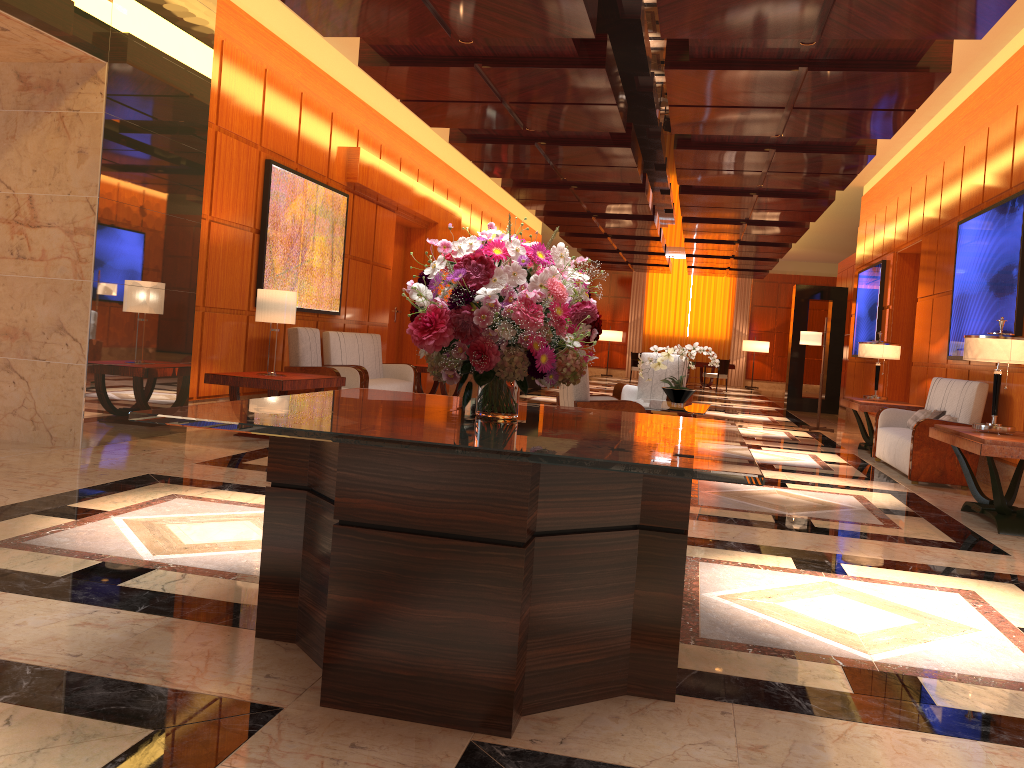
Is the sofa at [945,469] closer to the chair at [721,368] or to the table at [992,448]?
the table at [992,448]

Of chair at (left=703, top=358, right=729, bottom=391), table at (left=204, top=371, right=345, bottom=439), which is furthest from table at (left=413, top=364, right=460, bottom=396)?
chair at (left=703, top=358, right=729, bottom=391)

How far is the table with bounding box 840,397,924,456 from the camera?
9.6m

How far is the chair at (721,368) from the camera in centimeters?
2355cm

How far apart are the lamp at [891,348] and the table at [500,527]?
7.5m

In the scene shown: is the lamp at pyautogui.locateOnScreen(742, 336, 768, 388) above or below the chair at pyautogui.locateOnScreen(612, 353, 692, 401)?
above

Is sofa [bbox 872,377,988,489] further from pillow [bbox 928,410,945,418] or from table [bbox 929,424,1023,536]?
table [bbox 929,424,1023,536]

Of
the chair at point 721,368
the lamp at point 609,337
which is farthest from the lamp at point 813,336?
the lamp at point 609,337

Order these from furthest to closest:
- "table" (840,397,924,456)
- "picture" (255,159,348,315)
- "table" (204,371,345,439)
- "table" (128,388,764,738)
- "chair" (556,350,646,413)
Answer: "table" (840,397,924,456), "picture" (255,159,348,315), "table" (204,371,345,439), "chair" (556,350,646,413), "table" (128,388,764,738)

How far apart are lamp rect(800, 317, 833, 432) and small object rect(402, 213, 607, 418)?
10.5m
